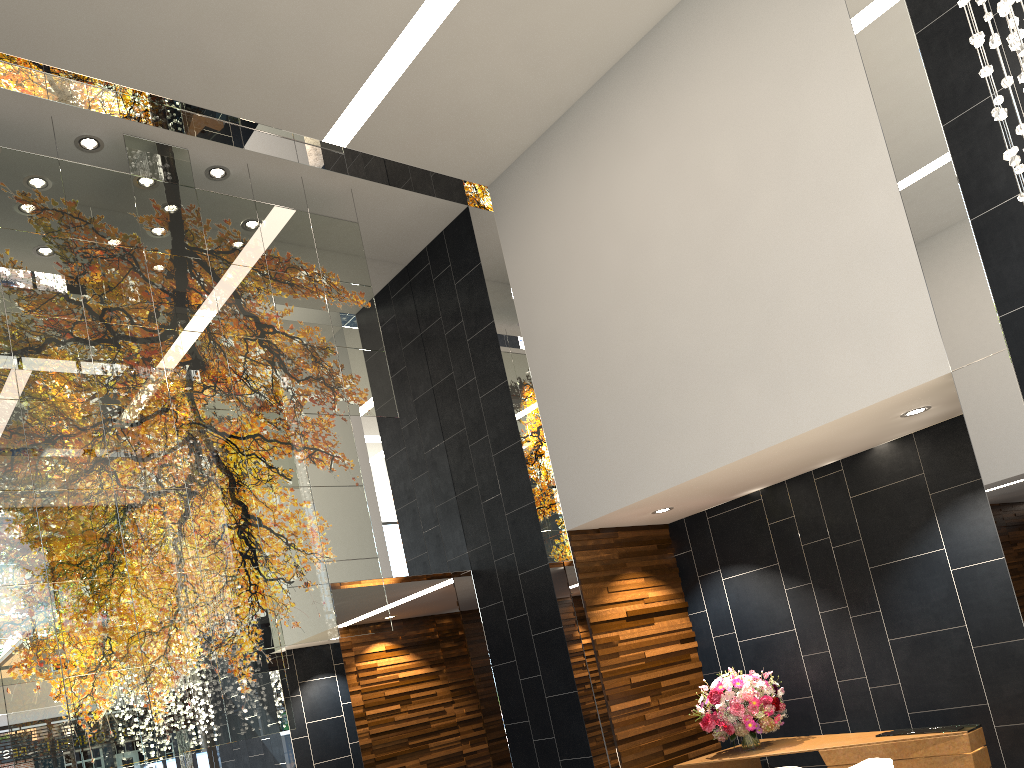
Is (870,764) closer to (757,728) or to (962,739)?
(962,739)

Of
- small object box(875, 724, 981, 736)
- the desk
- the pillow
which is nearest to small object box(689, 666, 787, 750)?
the desk

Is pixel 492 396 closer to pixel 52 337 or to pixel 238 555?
pixel 238 555

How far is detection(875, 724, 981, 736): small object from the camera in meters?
5.3 m

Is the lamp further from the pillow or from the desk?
the desk

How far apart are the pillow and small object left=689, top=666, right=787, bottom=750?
2.1 meters

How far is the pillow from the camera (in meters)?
4.10

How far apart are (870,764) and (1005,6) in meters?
3.3 m

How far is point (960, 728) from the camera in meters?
5.3 m

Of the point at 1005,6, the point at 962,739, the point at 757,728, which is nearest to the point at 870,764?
the point at 962,739
